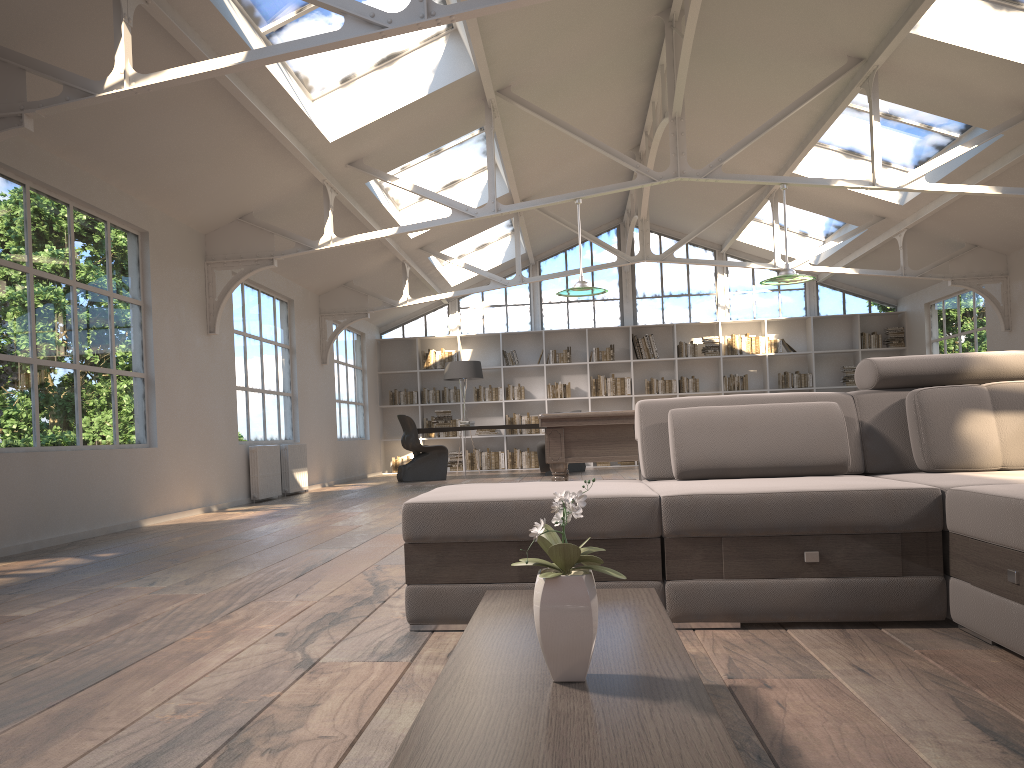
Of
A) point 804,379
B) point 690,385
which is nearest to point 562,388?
point 690,385

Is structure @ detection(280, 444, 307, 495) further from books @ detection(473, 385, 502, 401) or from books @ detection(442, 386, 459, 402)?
books @ detection(473, 385, 502, 401)

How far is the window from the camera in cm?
1505

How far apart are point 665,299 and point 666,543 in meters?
12.9 m

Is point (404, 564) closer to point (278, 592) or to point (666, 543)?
point (278, 592)

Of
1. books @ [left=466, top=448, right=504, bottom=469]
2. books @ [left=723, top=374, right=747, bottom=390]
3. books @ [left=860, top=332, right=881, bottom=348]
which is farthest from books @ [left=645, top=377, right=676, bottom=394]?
books @ [left=860, top=332, right=881, bottom=348]

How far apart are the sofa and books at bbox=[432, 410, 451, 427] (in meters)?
9.56

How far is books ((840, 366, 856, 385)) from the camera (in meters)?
14.53

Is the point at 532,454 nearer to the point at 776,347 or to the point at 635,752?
the point at 776,347

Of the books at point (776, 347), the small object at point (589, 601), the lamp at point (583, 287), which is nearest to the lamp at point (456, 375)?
the books at point (776, 347)
